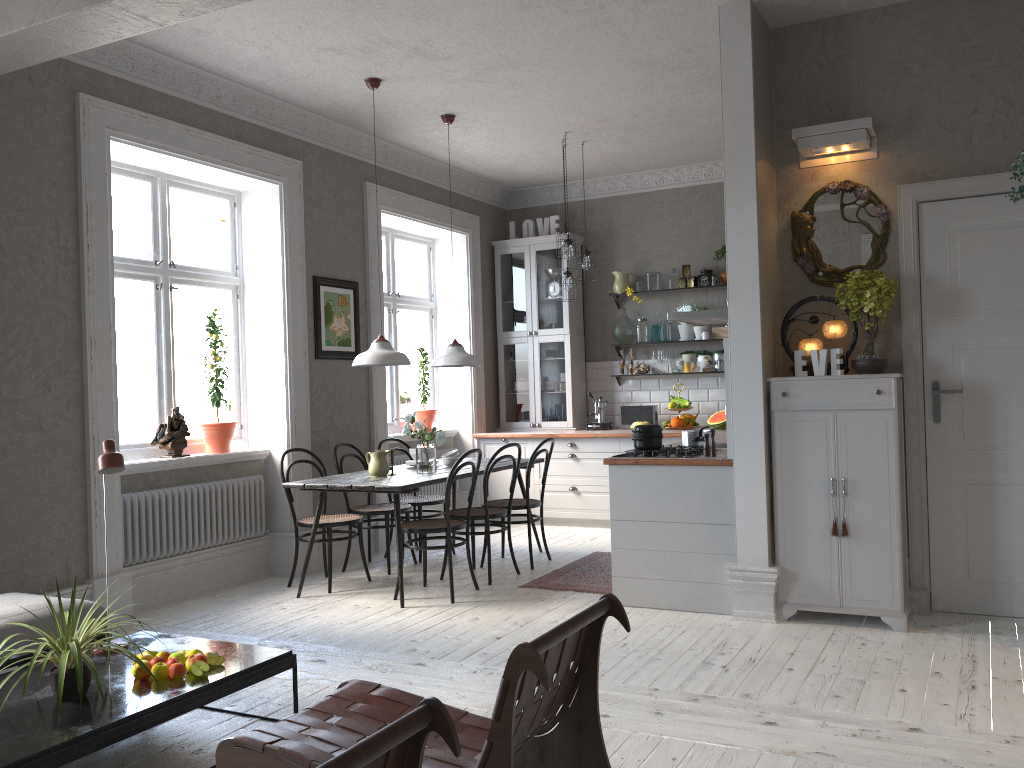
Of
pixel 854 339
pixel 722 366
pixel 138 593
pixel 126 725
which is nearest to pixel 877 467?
pixel 854 339

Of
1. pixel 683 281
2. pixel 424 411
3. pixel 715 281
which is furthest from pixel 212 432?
pixel 715 281

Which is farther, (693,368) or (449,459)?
(693,368)

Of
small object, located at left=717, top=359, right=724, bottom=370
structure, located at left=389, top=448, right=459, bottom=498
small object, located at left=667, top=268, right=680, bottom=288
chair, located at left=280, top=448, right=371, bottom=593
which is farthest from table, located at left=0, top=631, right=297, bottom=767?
small object, located at left=667, top=268, right=680, bottom=288

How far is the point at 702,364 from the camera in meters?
8.2

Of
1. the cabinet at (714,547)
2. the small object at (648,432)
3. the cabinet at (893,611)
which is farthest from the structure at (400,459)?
the cabinet at (893,611)

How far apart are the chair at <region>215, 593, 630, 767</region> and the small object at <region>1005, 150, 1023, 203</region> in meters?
1.4

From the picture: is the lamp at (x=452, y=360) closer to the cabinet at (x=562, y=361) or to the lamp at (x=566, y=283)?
the lamp at (x=566, y=283)

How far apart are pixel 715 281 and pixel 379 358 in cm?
369

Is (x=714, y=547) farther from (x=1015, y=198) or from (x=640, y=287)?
(x=640, y=287)
